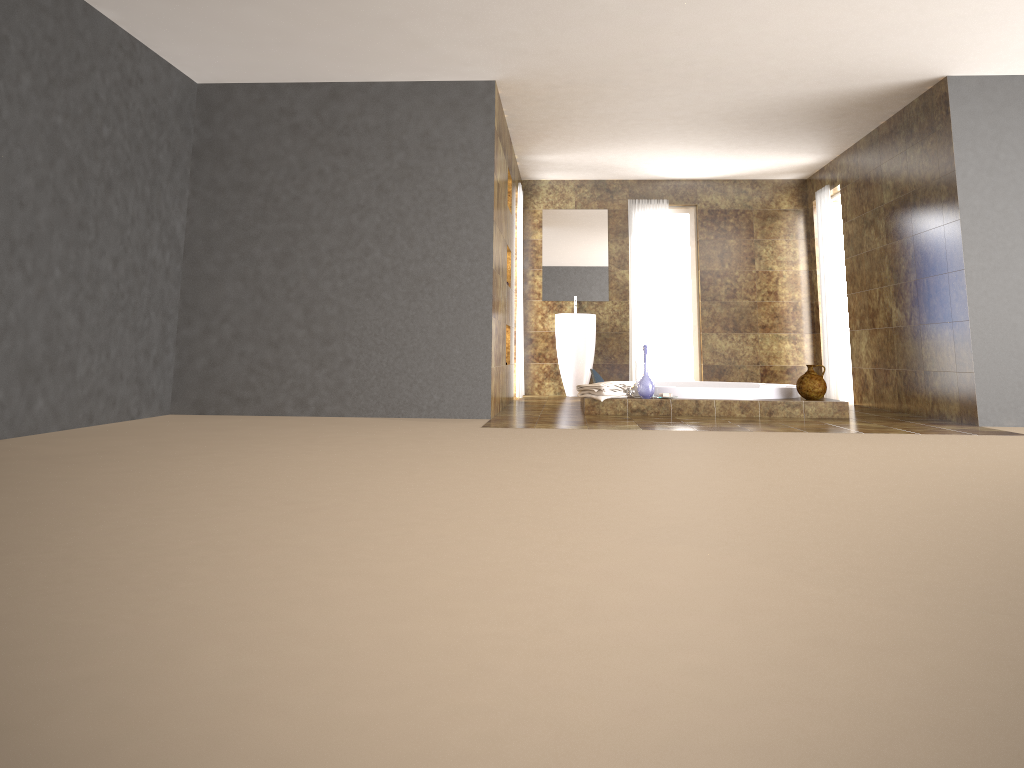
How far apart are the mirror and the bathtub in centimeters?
175cm

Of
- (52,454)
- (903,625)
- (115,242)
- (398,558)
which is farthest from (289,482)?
(115,242)

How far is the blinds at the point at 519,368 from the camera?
9.0m

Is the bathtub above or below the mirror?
below

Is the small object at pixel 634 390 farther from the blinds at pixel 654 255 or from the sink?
the blinds at pixel 654 255

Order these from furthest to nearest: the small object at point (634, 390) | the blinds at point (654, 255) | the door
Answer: the blinds at point (654, 255) < the door < the small object at point (634, 390)

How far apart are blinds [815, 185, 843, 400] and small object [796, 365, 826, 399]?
2.3 meters

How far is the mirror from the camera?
10.02m

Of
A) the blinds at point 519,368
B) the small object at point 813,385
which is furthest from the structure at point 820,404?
the blinds at point 519,368

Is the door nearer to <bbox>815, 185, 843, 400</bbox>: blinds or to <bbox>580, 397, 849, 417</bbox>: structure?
<bbox>815, 185, 843, 400</bbox>: blinds
